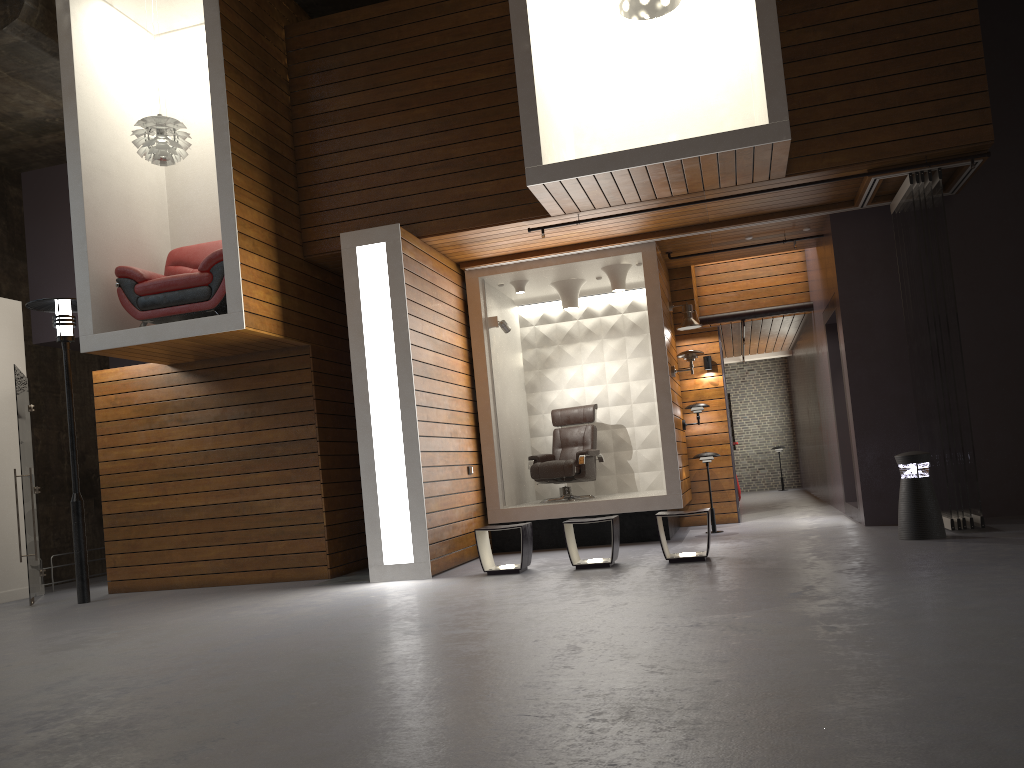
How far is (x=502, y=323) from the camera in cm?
945

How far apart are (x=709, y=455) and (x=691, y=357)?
1.04m

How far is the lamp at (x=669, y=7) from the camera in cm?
778

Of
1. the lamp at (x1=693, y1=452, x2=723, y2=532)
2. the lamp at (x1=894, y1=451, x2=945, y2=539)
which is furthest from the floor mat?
the lamp at (x1=894, y1=451, x2=945, y2=539)

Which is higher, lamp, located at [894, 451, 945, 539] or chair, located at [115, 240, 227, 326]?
chair, located at [115, 240, 227, 326]

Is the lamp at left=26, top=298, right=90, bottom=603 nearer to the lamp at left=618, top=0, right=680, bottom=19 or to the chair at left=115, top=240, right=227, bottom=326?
the chair at left=115, top=240, right=227, bottom=326

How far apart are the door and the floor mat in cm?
299

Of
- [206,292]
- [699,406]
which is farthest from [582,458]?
[206,292]

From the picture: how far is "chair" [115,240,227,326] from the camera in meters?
7.6

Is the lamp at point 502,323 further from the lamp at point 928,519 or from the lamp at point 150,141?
the lamp at point 928,519
